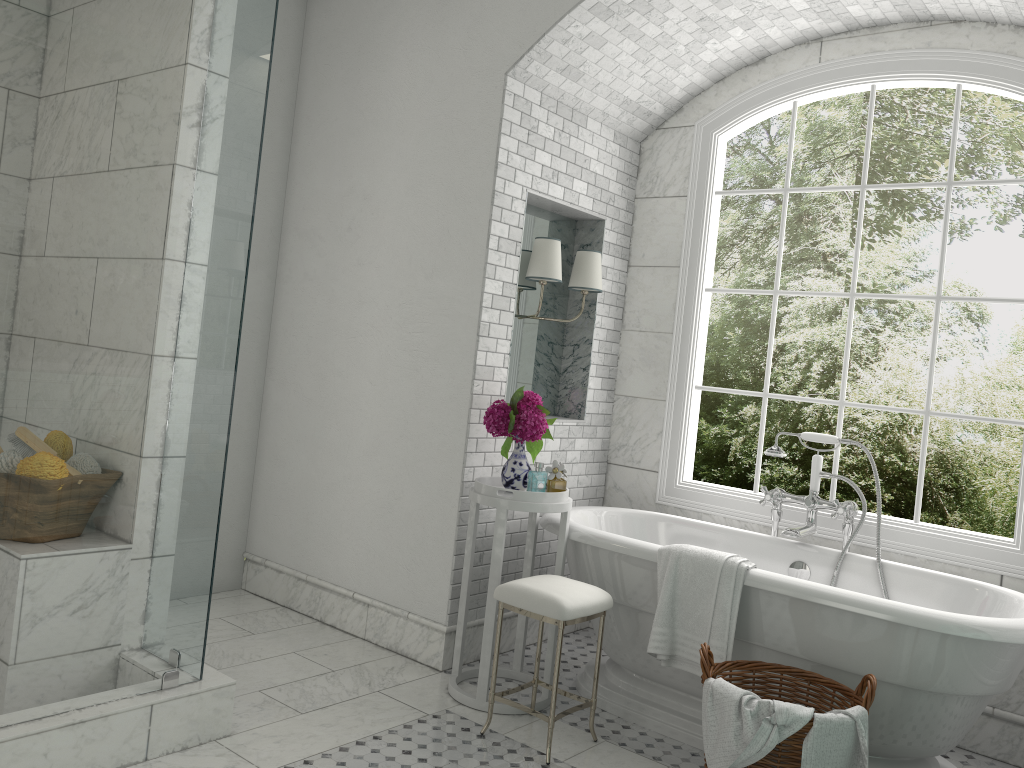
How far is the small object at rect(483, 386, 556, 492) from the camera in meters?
3.8

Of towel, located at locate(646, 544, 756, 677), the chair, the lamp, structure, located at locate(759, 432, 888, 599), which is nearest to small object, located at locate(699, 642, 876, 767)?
towel, located at locate(646, 544, 756, 677)

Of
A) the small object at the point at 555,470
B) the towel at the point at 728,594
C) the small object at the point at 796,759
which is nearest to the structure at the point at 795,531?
the towel at the point at 728,594

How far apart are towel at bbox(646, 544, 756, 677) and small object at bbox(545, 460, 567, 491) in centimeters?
54cm

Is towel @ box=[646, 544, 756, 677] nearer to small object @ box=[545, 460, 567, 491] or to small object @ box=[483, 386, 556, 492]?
small object @ box=[545, 460, 567, 491]

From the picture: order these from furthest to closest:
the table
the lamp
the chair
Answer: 1. the lamp
2. the table
3. the chair

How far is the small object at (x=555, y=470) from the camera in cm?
381

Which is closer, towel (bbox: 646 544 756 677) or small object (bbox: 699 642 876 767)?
small object (bbox: 699 642 876 767)

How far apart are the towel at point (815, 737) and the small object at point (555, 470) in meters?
1.5

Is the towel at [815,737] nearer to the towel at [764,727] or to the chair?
the towel at [764,727]
